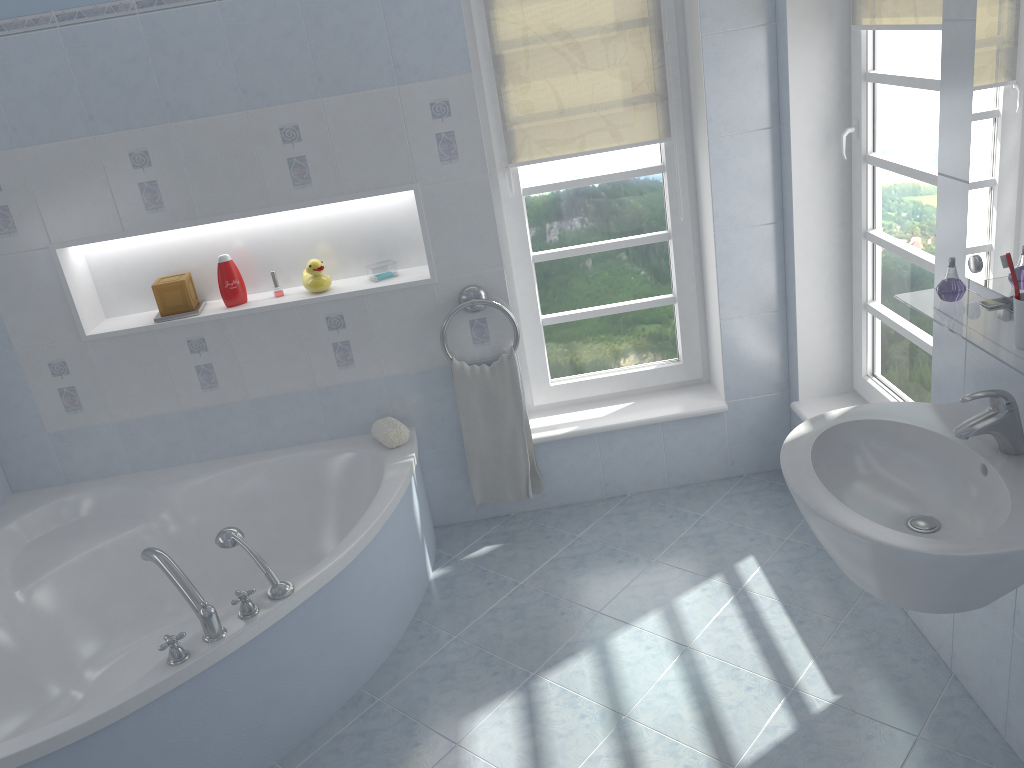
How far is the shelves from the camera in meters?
1.7 m

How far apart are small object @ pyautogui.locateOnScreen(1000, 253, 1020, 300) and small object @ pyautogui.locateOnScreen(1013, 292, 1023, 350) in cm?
7

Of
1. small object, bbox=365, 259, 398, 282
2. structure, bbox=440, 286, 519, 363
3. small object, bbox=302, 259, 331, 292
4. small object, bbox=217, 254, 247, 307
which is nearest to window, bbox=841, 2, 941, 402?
structure, bbox=440, 286, 519, 363

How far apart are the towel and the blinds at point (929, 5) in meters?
1.5 m

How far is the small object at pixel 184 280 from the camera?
3.15m

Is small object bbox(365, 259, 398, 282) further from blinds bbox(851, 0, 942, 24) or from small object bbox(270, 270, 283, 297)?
blinds bbox(851, 0, 942, 24)

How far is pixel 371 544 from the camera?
2.7m

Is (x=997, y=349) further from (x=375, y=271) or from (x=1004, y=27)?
(x=375, y=271)

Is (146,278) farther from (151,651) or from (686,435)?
(686,435)

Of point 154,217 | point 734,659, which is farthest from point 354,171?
point 734,659
